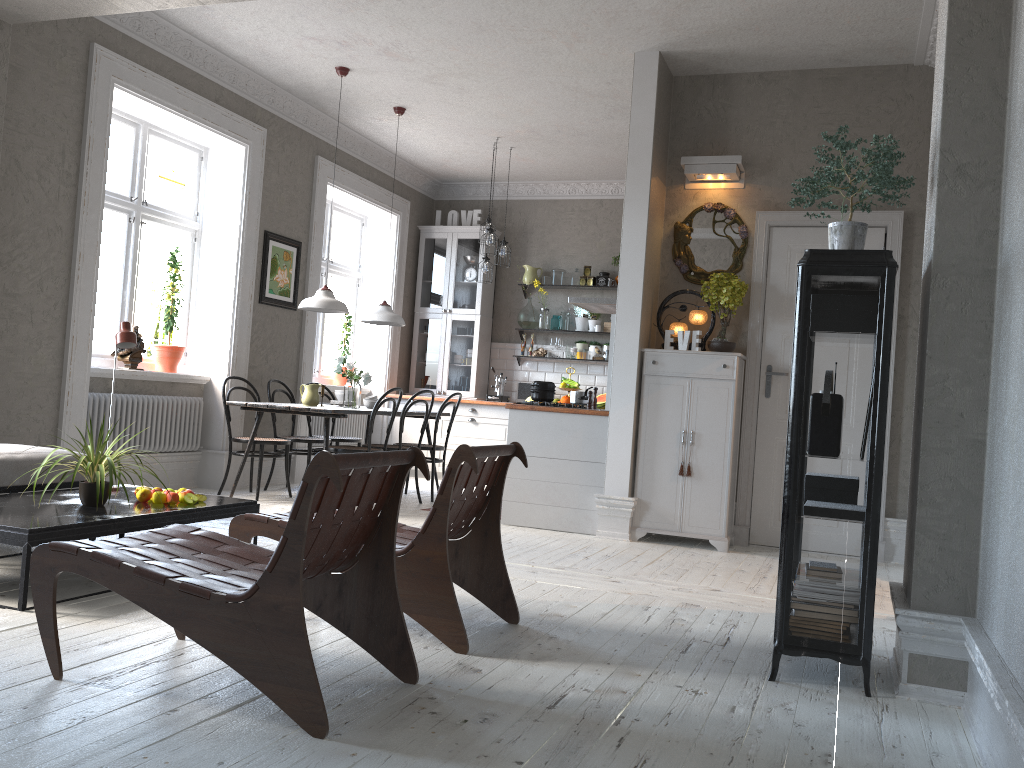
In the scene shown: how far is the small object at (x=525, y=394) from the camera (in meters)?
9.52

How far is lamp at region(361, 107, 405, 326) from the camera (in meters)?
7.42

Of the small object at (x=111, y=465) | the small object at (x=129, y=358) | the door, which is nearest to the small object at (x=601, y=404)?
the door

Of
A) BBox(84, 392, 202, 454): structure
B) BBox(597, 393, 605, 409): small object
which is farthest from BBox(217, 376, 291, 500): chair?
BBox(597, 393, 605, 409): small object

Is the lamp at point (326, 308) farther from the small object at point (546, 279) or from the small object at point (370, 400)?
the small object at point (546, 279)

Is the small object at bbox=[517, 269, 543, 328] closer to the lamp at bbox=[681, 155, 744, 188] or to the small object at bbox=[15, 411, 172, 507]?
the lamp at bbox=[681, 155, 744, 188]

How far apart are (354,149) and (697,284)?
4.1m

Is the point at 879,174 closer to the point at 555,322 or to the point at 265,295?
the point at 265,295

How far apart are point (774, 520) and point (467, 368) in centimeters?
449cm

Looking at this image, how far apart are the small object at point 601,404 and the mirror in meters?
2.9 m
